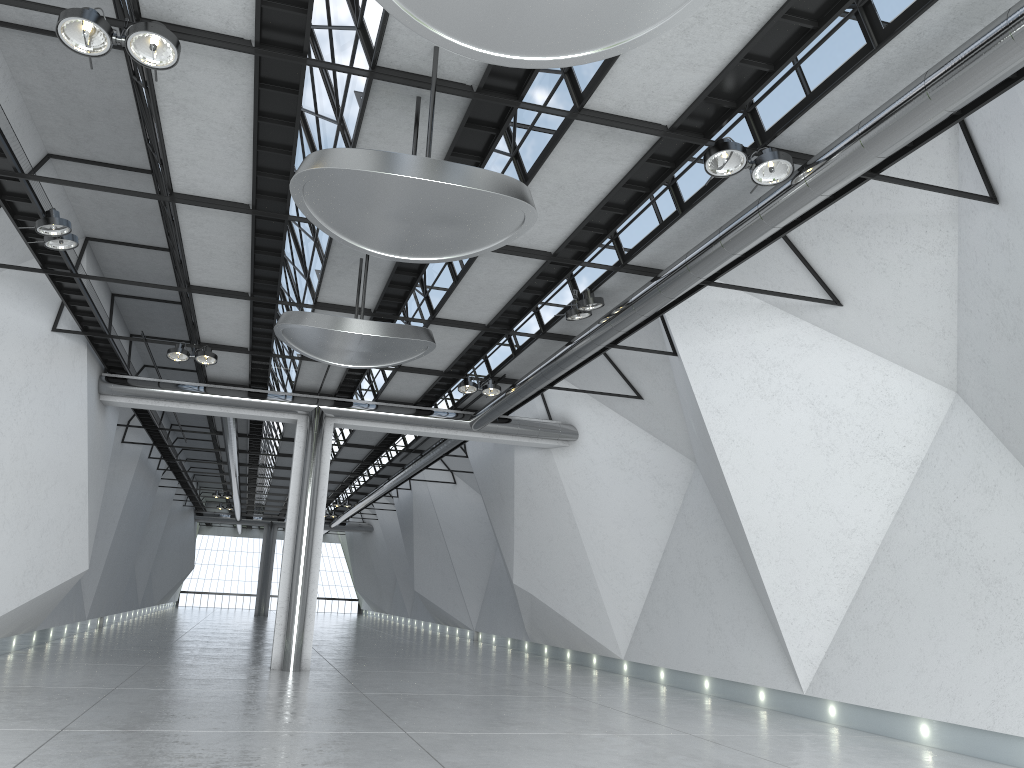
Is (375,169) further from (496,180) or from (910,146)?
(910,146)
